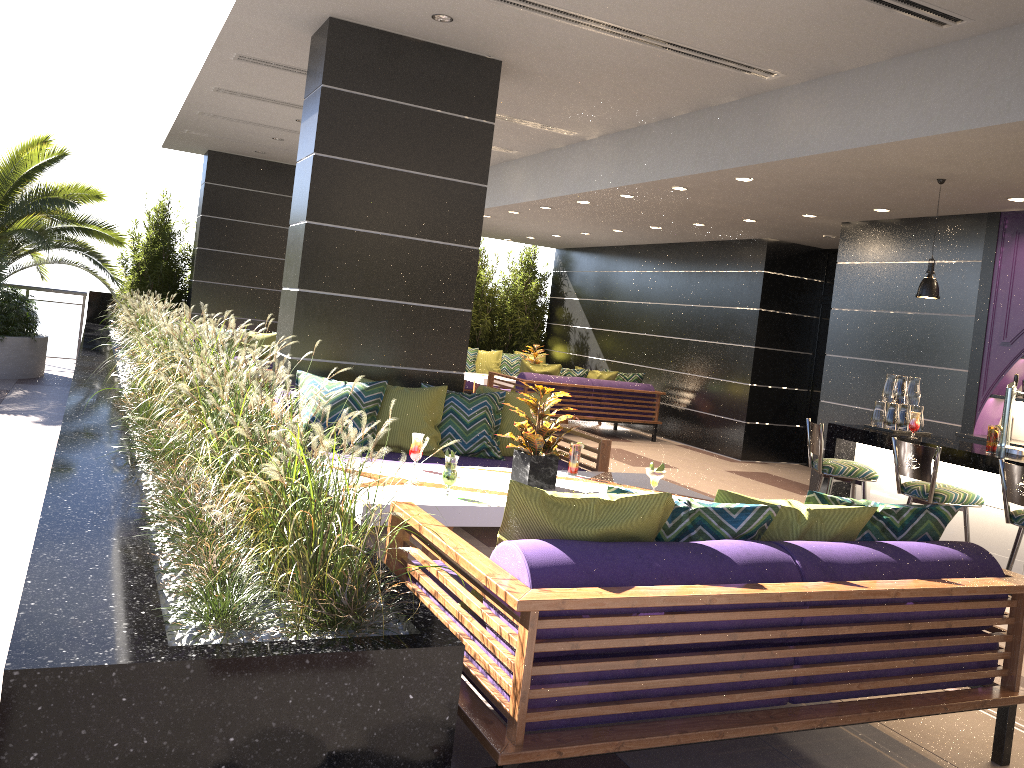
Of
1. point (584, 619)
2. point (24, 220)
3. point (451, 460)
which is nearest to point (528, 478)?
point (451, 460)

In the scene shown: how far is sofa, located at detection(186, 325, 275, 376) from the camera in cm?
1103

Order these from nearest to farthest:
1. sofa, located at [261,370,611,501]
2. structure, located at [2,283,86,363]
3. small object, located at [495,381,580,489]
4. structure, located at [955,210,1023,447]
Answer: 1. small object, located at [495,381,580,489]
2. sofa, located at [261,370,611,501]
3. structure, located at [955,210,1023,447]
4. structure, located at [2,283,86,363]

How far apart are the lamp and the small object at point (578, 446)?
3.0m

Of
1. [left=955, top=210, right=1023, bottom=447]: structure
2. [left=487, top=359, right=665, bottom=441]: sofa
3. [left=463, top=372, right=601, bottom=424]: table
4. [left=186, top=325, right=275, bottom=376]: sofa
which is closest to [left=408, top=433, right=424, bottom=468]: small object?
[left=955, top=210, right=1023, bottom=447]: structure

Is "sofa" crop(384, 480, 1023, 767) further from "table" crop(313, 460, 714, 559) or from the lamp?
the lamp

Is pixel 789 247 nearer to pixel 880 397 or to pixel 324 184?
pixel 880 397

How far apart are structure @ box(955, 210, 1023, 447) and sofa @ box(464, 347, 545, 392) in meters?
7.4

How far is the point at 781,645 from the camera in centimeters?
288cm

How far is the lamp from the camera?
6.3m
